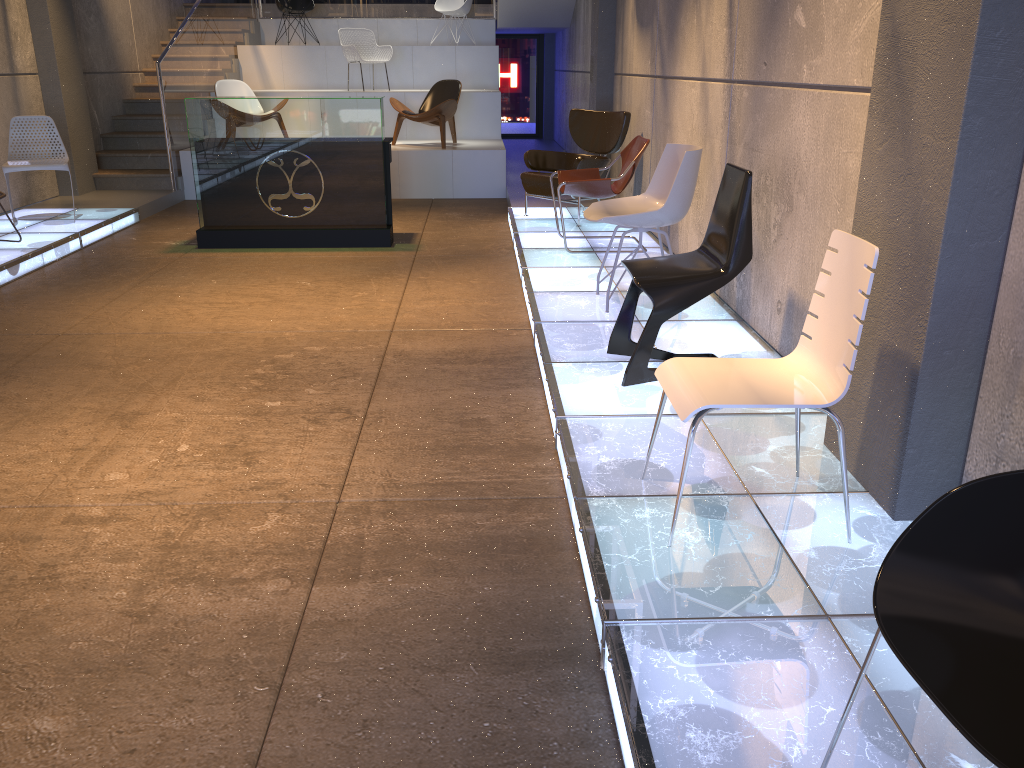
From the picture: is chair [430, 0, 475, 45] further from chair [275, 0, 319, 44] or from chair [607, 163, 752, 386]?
chair [607, 163, 752, 386]

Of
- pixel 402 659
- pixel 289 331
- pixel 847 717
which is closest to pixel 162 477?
pixel 402 659

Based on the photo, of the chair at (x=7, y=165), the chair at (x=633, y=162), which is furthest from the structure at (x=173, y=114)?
the chair at (x=633, y=162)

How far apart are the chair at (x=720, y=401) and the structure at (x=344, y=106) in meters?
5.1

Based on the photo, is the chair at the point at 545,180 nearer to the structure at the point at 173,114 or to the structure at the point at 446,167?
the structure at the point at 446,167

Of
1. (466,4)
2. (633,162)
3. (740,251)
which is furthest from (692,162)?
(466,4)

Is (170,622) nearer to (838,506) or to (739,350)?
(838,506)

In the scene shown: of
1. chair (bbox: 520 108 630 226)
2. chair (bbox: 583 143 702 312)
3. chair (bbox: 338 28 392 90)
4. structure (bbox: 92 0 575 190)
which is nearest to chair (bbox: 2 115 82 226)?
structure (bbox: 92 0 575 190)

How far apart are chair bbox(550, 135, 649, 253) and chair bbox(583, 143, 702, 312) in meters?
1.2

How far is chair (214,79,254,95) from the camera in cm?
1058
